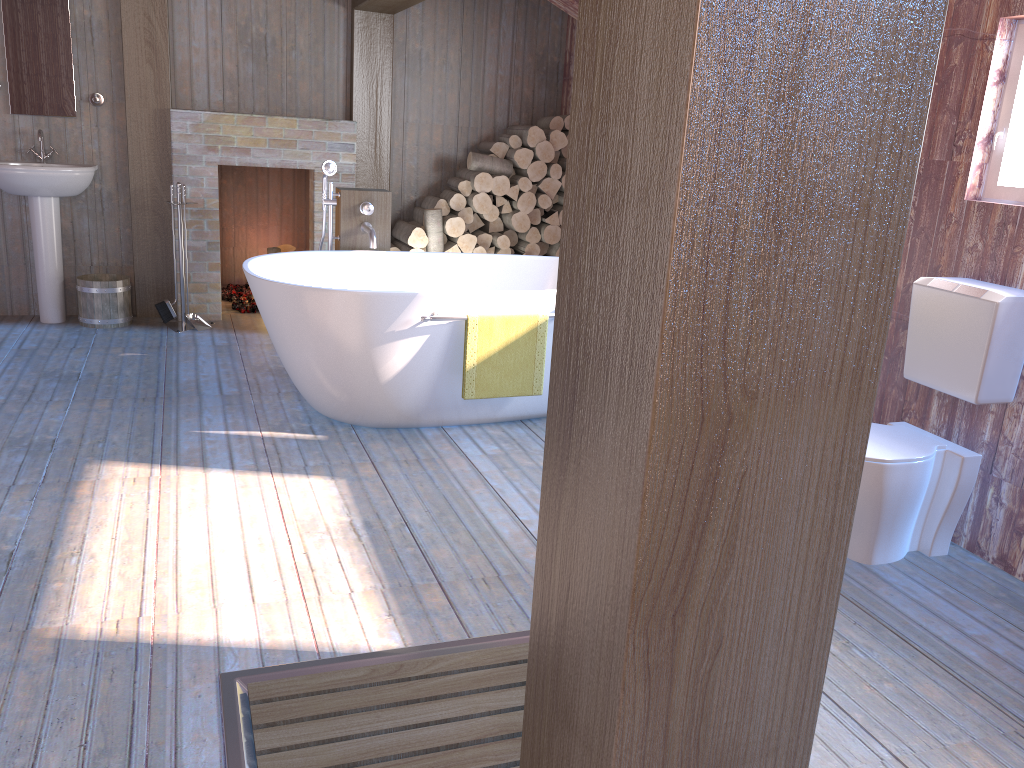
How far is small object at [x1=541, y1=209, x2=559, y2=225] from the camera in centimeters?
604cm

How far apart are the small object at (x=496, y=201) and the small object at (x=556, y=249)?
0.5 meters

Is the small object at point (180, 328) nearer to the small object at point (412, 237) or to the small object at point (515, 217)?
the small object at point (412, 237)

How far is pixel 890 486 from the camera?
2.8m

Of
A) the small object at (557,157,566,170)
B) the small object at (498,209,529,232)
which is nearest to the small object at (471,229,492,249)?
the small object at (498,209,529,232)

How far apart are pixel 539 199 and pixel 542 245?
0.4m

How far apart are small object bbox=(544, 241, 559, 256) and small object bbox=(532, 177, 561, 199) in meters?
0.4 m

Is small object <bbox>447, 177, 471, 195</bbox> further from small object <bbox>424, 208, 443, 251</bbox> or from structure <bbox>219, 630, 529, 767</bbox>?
structure <bbox>219, 630, 529, 767</bbox>

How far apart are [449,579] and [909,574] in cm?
149

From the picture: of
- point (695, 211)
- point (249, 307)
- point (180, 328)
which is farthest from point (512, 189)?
point (695, 211)
